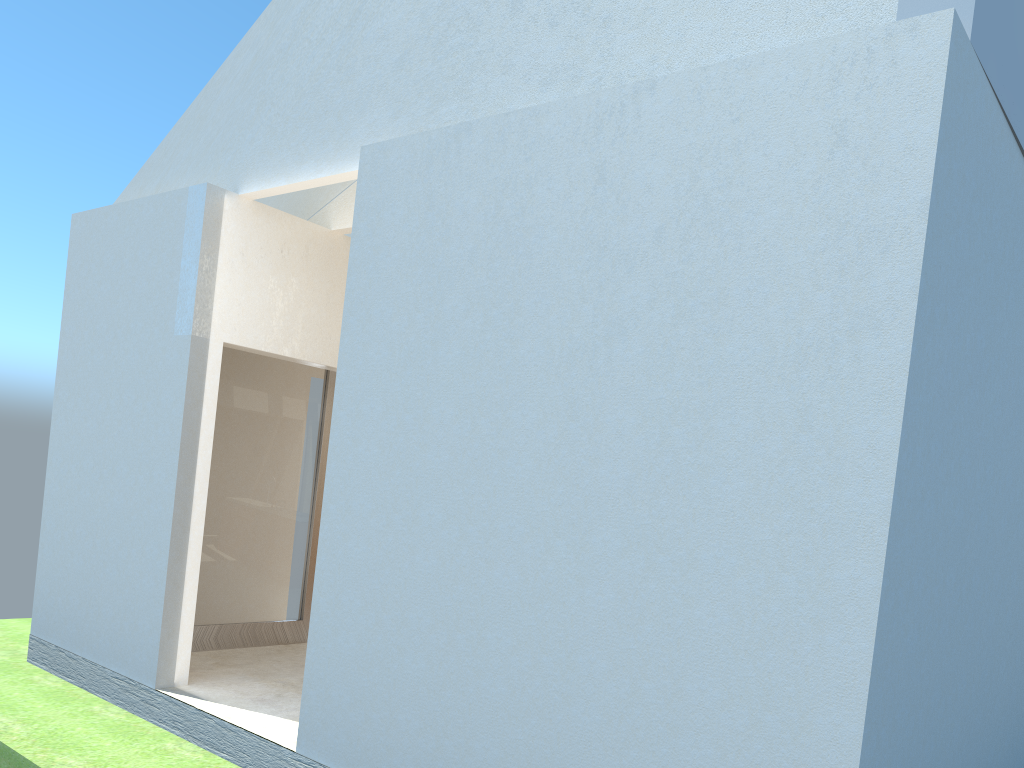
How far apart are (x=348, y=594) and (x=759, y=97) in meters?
7.5 m

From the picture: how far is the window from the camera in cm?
1718

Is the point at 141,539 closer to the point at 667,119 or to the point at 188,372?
the point at 188,372

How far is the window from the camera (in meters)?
17.18

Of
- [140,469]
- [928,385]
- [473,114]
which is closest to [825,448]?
[928,385]
